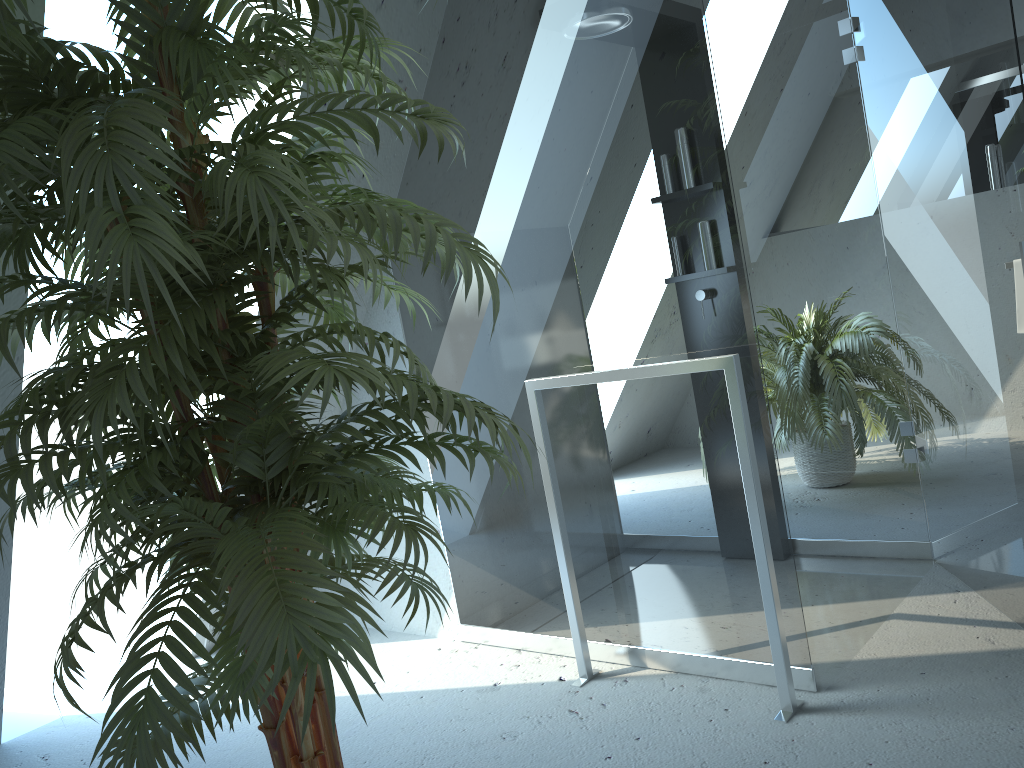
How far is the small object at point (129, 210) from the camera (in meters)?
1.08

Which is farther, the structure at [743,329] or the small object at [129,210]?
the structure at [743,329]

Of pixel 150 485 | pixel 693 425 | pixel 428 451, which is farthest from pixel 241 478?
pixel 693 425

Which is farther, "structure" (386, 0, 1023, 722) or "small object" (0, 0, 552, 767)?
"structure" (386, 0, 1023, 722)

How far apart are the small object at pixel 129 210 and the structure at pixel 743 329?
0.60m

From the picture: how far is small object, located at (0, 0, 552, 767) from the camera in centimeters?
108cm

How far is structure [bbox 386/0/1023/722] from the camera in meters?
2.1

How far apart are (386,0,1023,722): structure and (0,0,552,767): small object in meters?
0.6
